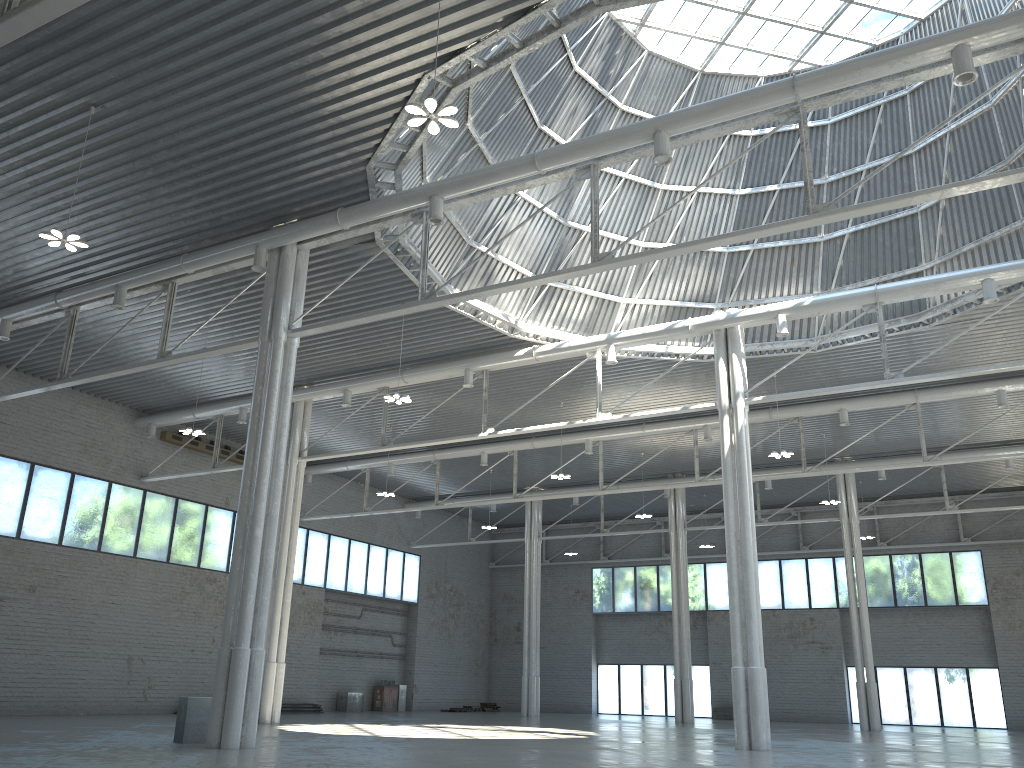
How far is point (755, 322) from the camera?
33.61m
